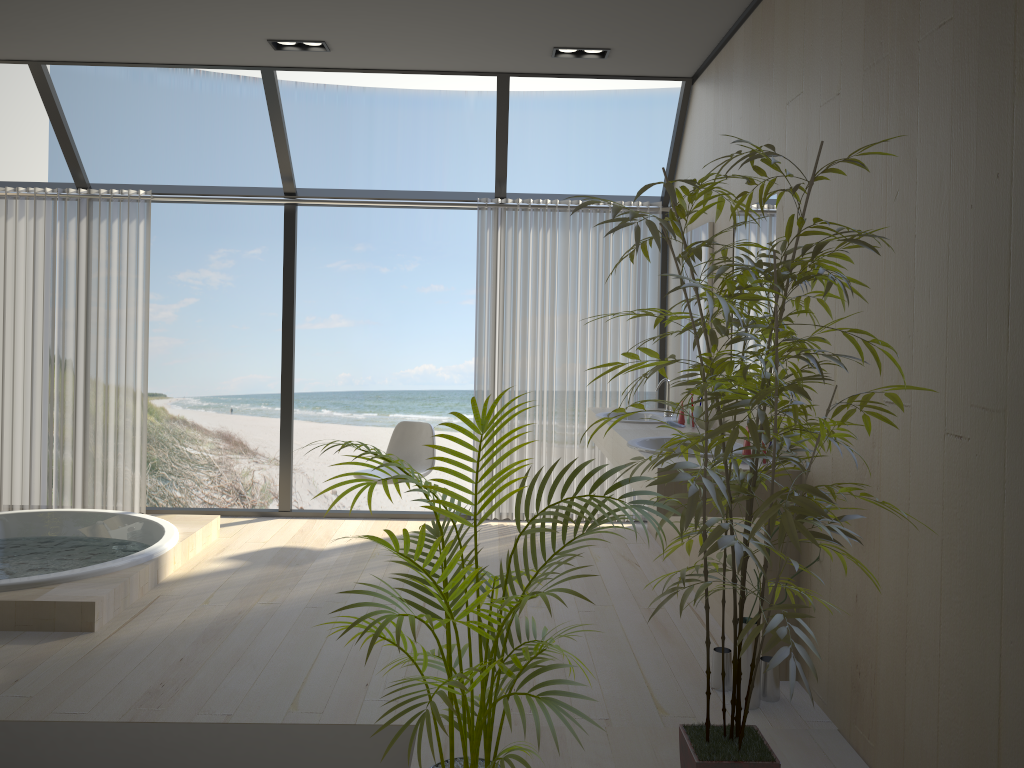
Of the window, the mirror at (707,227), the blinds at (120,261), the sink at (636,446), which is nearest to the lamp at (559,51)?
the window

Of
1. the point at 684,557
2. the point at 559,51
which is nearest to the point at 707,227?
the point at 559,51

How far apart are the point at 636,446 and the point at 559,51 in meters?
2.3

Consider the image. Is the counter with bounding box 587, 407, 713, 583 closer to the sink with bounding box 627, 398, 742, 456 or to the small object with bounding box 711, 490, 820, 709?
the sink with bounding box 627, 398, 742, 456

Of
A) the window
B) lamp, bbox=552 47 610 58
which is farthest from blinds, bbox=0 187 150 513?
lamp, bbox=552 47 610 58

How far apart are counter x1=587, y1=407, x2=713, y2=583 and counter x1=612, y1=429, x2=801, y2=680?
0.16m

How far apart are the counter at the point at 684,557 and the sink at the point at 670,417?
0.2 meters

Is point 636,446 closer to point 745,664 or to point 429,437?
point 745,664

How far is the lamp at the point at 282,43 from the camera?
Result: 4.67m

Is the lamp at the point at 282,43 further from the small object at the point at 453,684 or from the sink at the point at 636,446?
the small object at the point at 453,684
